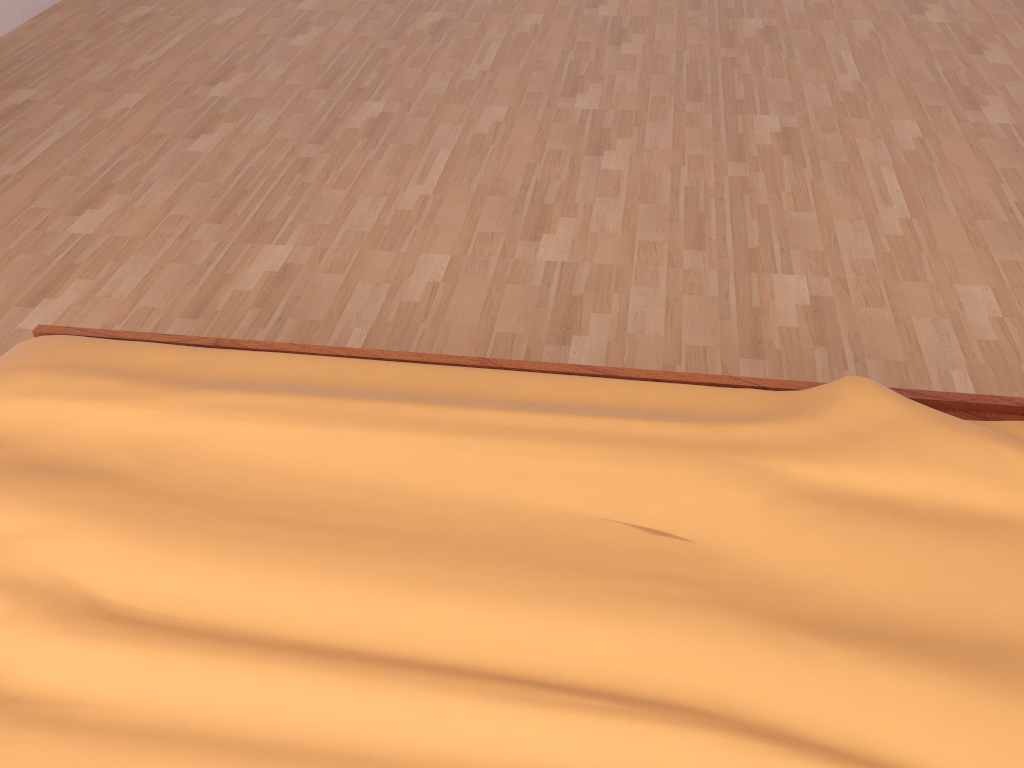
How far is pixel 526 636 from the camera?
0.83m

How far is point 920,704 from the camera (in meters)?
0.76

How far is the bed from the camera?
0.8 meters

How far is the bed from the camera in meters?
0.8
